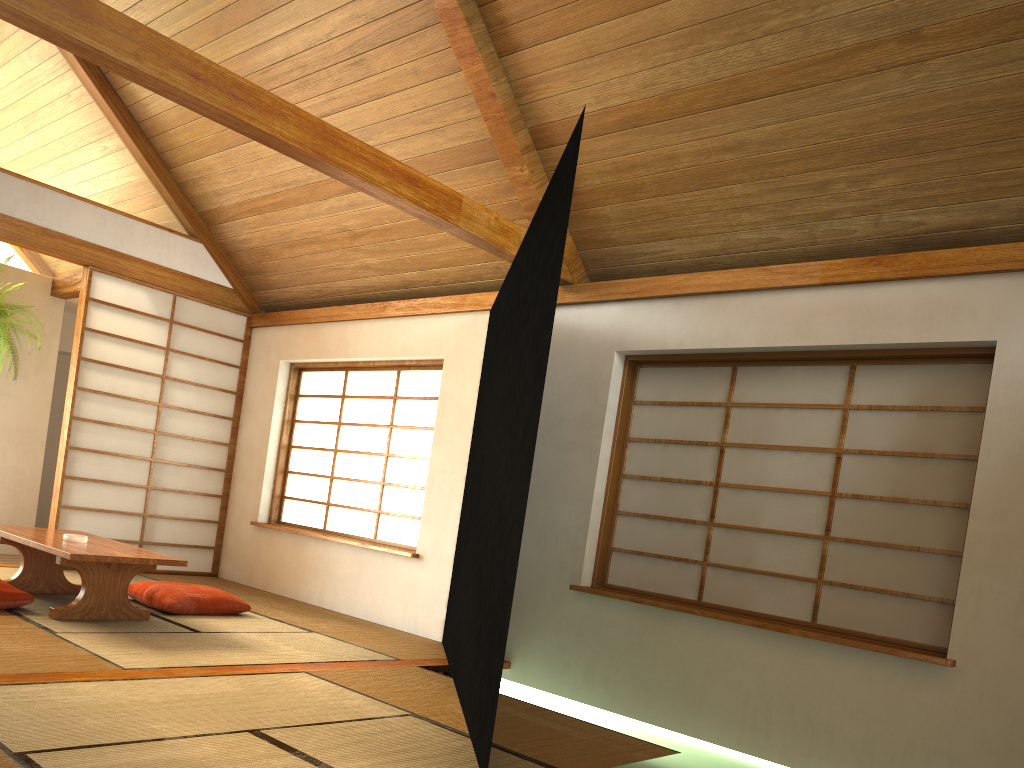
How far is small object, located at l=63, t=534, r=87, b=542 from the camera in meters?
4.2

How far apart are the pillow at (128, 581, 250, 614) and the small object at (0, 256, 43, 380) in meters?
2.4 m

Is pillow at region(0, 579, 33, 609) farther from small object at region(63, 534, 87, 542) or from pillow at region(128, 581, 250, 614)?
pillow at region(128, 581, 250, 614)

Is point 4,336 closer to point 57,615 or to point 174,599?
point 174,599

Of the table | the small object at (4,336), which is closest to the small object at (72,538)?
the table

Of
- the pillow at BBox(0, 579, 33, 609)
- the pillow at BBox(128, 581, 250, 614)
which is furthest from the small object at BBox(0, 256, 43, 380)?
the pillow at BBox(0, 579, 33, 609)

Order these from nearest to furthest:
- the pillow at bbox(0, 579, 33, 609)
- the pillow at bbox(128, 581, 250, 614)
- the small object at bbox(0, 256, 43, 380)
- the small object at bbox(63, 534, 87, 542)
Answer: the pillow at bbox(0, 579, 33, 609)
the small object at bbox(63, 534, 87, 542)
the pillow at bbox(128, 581, 250, 614)
the small object at bbox(0, 256, 43, 380)

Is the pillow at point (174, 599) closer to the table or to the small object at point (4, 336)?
the table

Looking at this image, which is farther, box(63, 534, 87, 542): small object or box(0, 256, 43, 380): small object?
box(0, 256, 43, 380): small object

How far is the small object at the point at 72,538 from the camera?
4.2 meters
